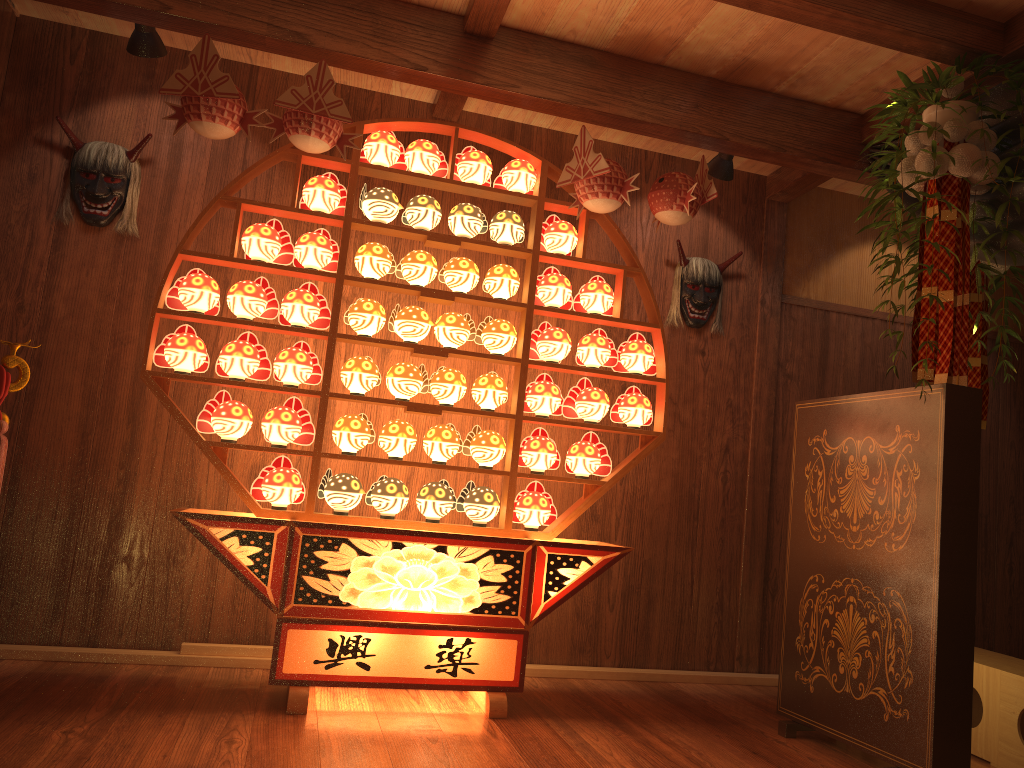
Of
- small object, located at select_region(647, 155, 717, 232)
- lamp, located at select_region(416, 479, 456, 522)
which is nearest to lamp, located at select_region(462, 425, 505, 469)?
lamp, located at select_region(416, 479, 456, 522)

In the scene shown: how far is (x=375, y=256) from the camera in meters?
3.3 m

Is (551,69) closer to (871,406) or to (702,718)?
(871,406)

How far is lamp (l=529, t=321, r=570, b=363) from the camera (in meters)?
3.48

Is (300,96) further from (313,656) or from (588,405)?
(313,656)

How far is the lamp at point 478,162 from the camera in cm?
348

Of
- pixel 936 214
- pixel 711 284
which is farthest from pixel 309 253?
pixel 936 214

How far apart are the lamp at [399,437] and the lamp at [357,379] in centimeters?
16cm

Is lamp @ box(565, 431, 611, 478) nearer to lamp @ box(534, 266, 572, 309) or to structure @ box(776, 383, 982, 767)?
lamp @ box(534, 266, 572, 309)

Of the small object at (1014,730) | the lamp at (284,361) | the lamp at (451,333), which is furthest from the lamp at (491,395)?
the small object at (1014,730)
